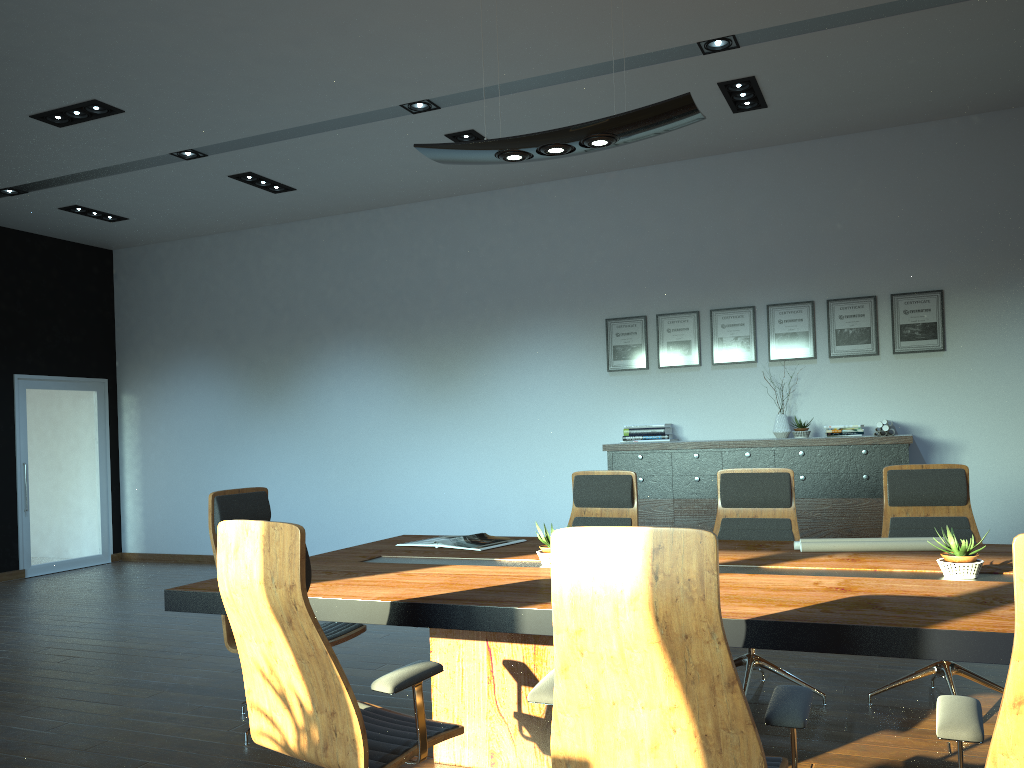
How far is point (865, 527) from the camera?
6.53m

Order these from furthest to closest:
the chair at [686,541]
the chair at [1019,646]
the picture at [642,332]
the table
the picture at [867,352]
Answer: the picture at [642,332], the picture at [867,352], the table, the chair at [686,541], the chair at [1019,646]

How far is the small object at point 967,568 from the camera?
3.01m

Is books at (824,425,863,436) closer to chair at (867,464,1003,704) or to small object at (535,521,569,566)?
chair at (867,464,1003,704)

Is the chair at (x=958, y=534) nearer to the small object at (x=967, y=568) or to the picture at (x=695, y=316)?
the small object at (x=967, y=568)

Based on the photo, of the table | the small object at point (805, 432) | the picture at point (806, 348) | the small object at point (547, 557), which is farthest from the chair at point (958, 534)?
the picture at point (806, 348)

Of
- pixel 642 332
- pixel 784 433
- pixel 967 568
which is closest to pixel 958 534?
pixel 967 568

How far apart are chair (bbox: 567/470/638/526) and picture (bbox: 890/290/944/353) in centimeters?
341cm

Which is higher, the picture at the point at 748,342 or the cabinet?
the picture at the point at 748,342

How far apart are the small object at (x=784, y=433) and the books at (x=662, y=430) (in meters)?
0.92
